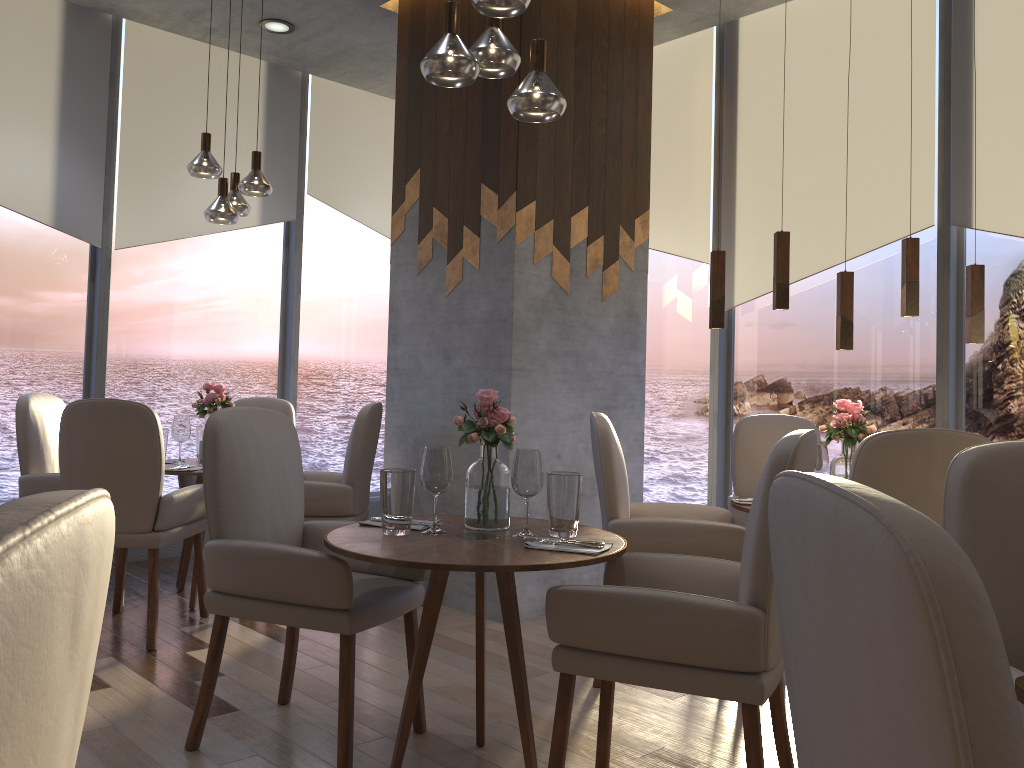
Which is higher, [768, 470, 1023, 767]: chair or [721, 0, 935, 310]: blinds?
[721, 0, 935, 310]: blinds

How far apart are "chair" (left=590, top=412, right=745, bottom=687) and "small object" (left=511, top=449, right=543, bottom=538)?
0.83m

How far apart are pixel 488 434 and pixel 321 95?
4.3m

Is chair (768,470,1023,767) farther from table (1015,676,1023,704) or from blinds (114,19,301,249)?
blinds (114,19,301,249)

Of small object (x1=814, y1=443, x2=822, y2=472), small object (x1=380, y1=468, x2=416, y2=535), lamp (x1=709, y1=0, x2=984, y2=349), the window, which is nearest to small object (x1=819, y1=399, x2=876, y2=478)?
small object (x1=814, y1=443, x2=822, y2=472)

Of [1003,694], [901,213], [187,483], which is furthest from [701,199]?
[1003,694]

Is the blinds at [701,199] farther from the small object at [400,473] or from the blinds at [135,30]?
the small object at [400,473]

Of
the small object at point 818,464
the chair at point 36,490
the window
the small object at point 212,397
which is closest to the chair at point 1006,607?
the small object at point 818,464

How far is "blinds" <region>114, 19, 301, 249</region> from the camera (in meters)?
5.24

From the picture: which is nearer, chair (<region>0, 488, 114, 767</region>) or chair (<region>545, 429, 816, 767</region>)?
chair (<region>0, 488, 114, 767</region>)
